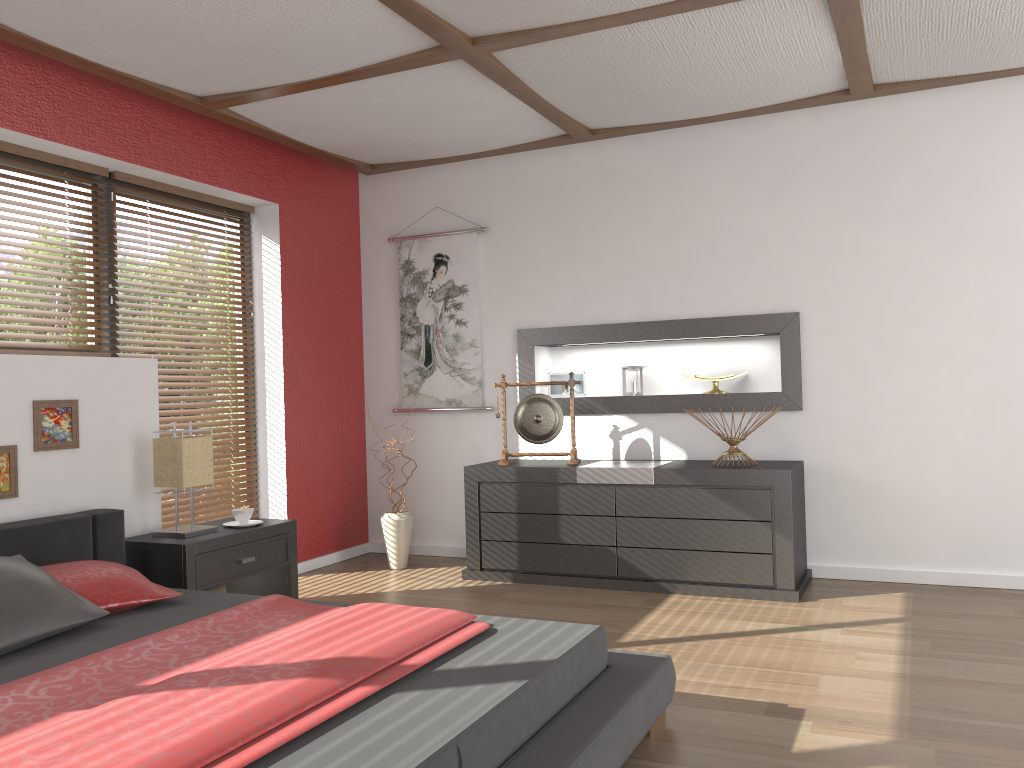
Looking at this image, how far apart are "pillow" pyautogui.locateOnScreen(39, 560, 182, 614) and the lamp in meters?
0.7

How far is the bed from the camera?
1.7 meters

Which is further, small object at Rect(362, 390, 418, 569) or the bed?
small object at Rect(362, 390, 418, 569)

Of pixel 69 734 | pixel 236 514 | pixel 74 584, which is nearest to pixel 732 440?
pixel 236 514

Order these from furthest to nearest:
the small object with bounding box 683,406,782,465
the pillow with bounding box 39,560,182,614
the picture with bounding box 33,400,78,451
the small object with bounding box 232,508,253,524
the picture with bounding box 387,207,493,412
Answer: the picture with bounding box 387,207,493,412, the small object with bounding box 683,406,782,465, the small object with bounding box 232,508,253,524, the picture with bounding box 33,400,78,451, the pillow with bounding box 39,560,182,614

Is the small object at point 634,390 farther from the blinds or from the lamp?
the lamp

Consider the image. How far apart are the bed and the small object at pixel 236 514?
0.5m

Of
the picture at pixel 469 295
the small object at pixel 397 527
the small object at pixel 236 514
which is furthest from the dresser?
the small object at pixel 236 514

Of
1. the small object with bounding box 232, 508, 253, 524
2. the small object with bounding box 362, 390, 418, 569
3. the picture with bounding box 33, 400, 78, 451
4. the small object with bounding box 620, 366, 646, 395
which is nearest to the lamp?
the small object with bounding box 232, 508, 253, 524

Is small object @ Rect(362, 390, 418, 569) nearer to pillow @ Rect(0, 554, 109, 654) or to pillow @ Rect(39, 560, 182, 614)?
pillow @ Rect(39, 560, 182, 614)
